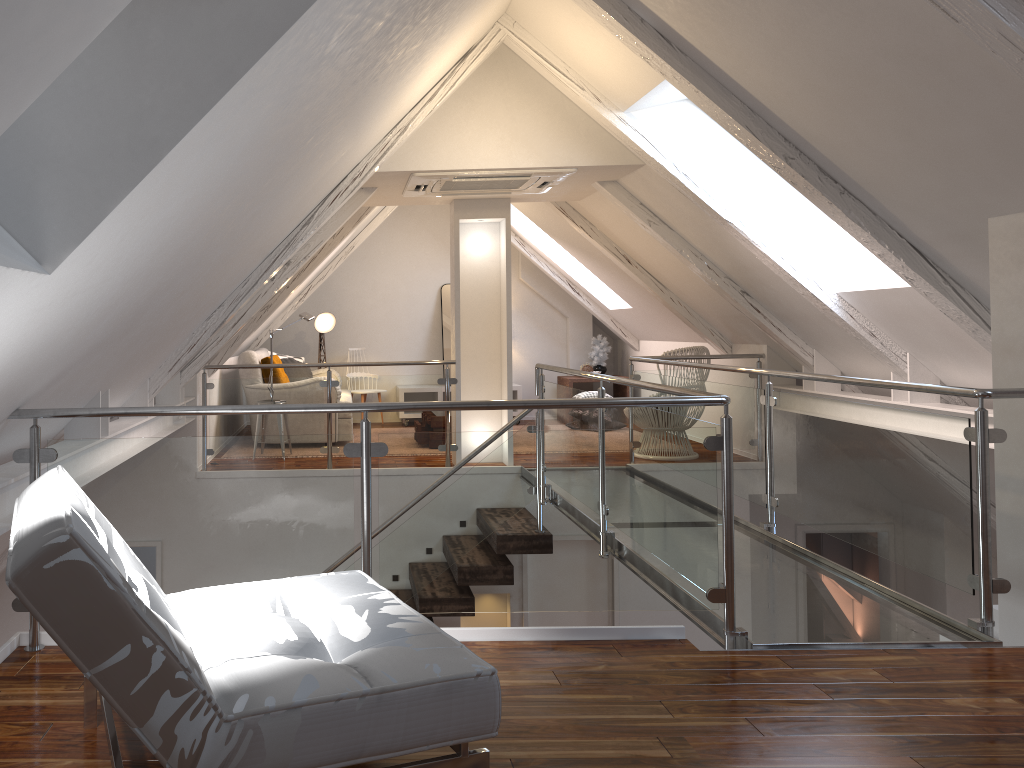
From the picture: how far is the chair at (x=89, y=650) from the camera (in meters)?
1.37

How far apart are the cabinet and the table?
0.49m

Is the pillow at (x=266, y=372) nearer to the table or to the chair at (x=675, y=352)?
the table

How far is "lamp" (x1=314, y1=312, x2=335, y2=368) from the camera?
8.33m

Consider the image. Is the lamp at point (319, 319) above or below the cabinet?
above

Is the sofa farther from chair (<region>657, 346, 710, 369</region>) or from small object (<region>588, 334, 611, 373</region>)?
chair (<region>657, 346, 710, 369</region>)

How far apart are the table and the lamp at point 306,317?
2.86m

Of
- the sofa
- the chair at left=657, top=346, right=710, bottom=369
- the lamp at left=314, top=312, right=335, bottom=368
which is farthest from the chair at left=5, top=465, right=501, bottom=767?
the lamp at left=314, top=312, right=335, bottom=368

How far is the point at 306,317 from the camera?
6.7 meters

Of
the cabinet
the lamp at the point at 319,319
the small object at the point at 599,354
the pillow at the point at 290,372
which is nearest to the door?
the cabinet
